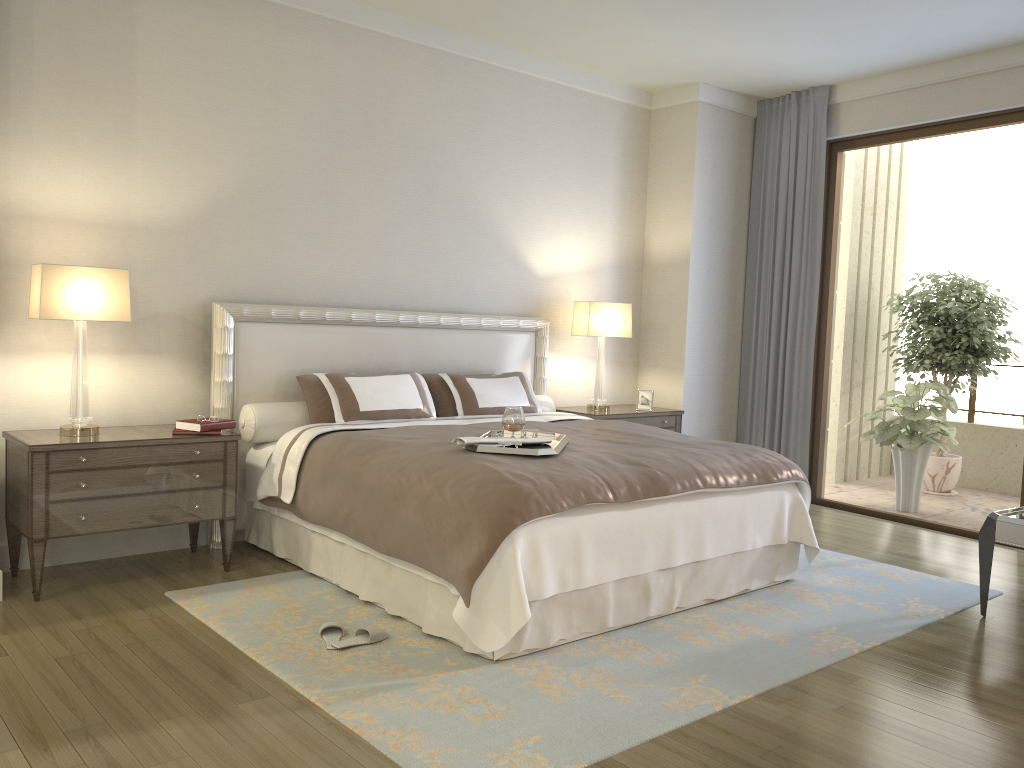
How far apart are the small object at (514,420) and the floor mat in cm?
96

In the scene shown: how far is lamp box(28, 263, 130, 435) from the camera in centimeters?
389cm

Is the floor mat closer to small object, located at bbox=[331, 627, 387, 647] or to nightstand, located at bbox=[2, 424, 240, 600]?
small object, located at bbox=[331, 627, 387, 647]

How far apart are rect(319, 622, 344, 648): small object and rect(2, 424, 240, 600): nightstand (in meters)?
1.00

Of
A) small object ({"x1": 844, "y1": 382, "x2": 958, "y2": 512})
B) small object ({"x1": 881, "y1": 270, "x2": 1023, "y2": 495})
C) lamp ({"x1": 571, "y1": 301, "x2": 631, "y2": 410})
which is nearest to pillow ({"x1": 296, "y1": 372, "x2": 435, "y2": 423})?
lamp ({"x1": 571, "y1": 301, "x2": 631, "y2": 410})

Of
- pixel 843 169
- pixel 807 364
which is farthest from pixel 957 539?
pixel 843 169

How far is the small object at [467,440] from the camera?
3.6 meters

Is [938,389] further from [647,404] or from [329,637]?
[329,637]

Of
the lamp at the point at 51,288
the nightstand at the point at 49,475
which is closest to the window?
the nightstand at the point at 49,475

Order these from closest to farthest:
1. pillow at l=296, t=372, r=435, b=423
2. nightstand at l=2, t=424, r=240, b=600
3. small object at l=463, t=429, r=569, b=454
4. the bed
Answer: the bed
small object at l=463, t=429, r=569, b=454
nightstand at l=2, t=424, r=240, b=600
pillow at l=296, t=372, r=435, b=423
